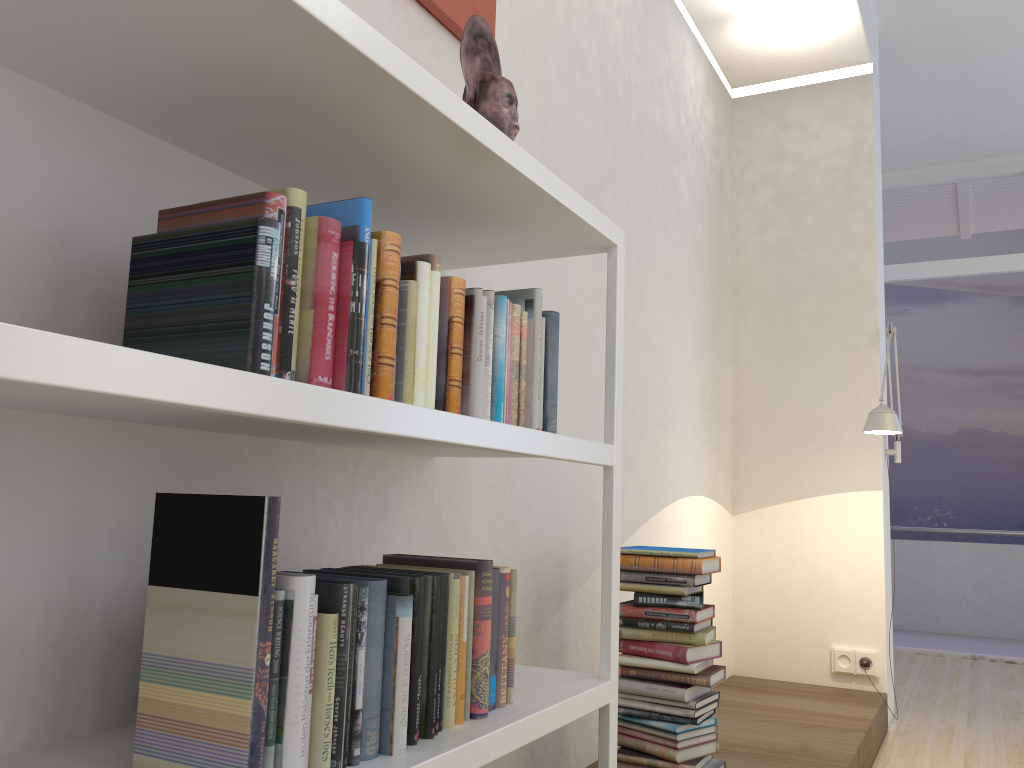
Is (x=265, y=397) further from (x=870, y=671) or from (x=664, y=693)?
(x=870, y=671)

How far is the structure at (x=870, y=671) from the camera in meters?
4.1 m

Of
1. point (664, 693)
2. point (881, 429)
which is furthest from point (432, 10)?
point (881, 429)

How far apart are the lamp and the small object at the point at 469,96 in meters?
2.5

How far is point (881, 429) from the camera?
3.60m

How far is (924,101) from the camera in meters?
5.6

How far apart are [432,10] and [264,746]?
1.7 meters

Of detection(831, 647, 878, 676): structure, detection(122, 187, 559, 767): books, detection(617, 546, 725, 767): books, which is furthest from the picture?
detection(831, 647, 878, 676): structure

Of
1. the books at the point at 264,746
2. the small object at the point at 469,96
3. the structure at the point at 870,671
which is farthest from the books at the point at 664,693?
the structure at the point at 870,671

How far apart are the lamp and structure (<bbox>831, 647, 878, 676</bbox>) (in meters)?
0.03
